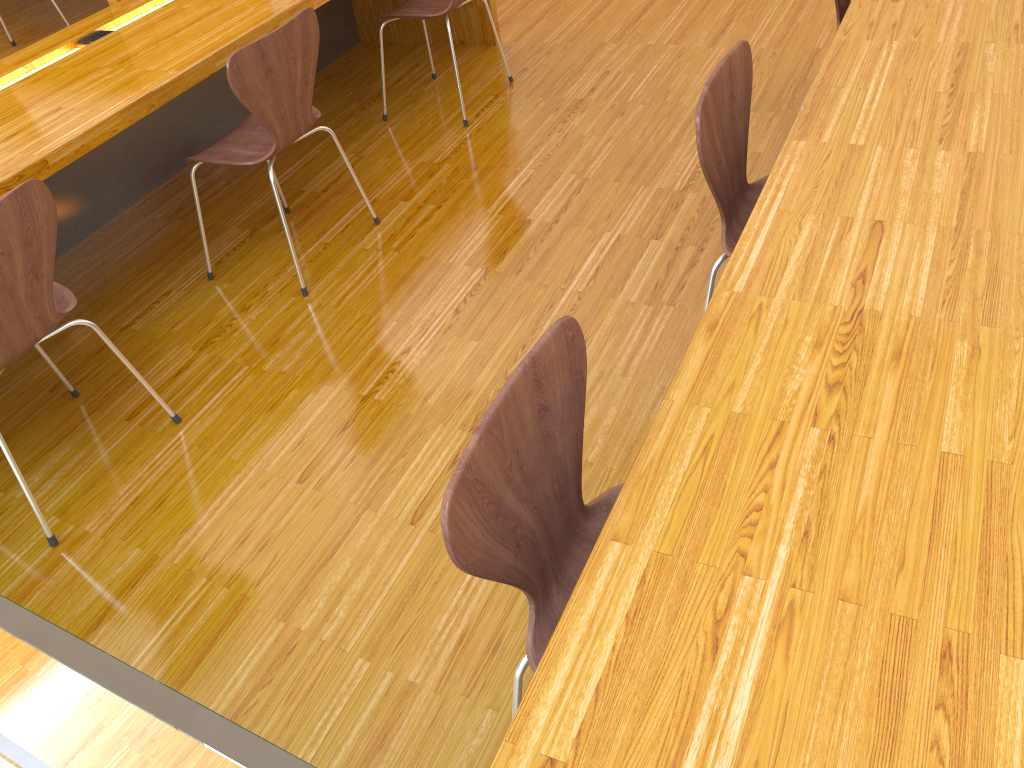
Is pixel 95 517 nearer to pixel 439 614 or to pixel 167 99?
pixel 439 614

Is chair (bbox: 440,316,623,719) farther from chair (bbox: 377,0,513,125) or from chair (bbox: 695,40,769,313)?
chair (bbox: 377,0,513,125)

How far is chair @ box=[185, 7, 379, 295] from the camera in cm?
224

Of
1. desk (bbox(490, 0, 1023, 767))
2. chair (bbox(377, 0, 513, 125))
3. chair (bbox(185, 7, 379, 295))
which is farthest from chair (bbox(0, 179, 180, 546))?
chair (bbox(377, 0, 513, 125))

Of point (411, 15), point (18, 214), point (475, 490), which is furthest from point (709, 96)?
point (411, 15)

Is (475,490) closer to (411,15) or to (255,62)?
(255,62)

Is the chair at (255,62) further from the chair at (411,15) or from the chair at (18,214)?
the chair at (411,15)

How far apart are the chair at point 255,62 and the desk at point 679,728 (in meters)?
1.34

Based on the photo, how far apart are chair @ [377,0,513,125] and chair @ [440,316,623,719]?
2.3 meters

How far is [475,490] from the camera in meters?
1.0
